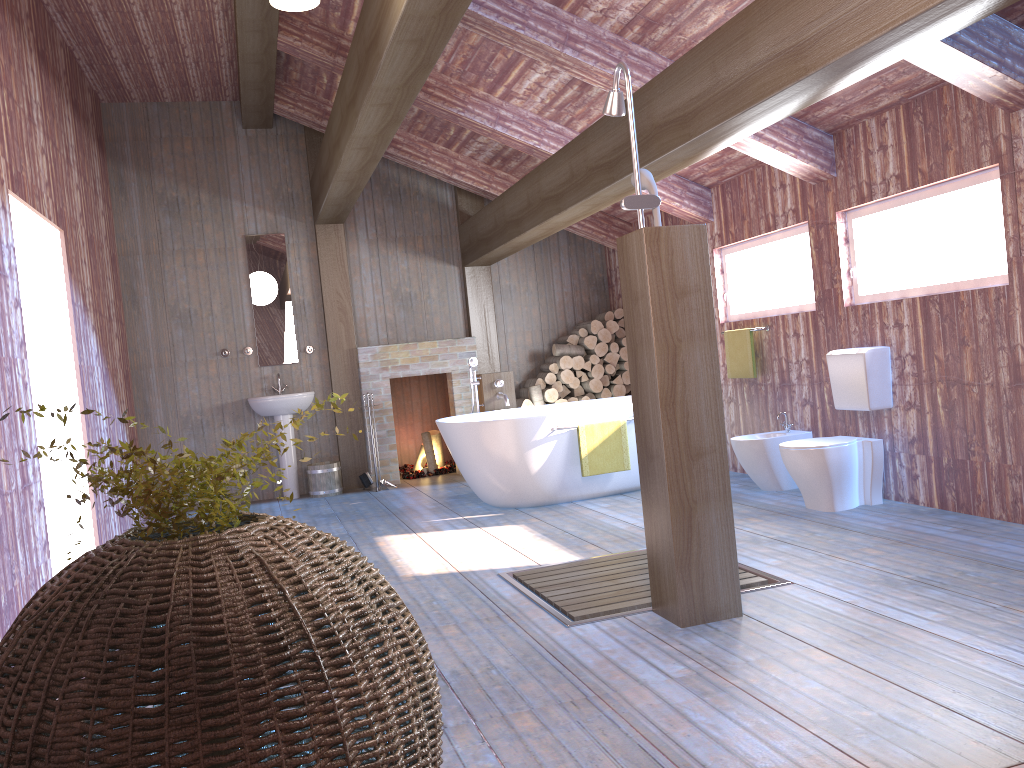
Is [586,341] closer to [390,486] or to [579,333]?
[579,333]

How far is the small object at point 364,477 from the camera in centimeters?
794cm

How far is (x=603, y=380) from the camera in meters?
8.6 m

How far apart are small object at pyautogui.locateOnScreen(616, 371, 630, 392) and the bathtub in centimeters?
134cm

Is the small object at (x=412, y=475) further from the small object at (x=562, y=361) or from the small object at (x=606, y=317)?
the small object at (x=606, y=317)

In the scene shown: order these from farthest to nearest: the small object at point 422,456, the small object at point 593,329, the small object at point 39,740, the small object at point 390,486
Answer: the small object at point 422,456
the small object at point 593,329
the small object at point 390,486
the small object at point 39,740

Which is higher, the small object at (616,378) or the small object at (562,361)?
the small object at (562,361)

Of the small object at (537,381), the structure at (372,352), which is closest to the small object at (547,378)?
the small object at (537,381)

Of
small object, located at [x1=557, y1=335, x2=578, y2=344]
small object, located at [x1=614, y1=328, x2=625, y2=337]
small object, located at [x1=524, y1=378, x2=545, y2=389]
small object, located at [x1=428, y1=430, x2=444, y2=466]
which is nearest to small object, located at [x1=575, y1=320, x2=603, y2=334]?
small object, located at [x1=557, y1=335, x2=578, y2=344]

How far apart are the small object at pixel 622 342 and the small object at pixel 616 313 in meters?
0.2
